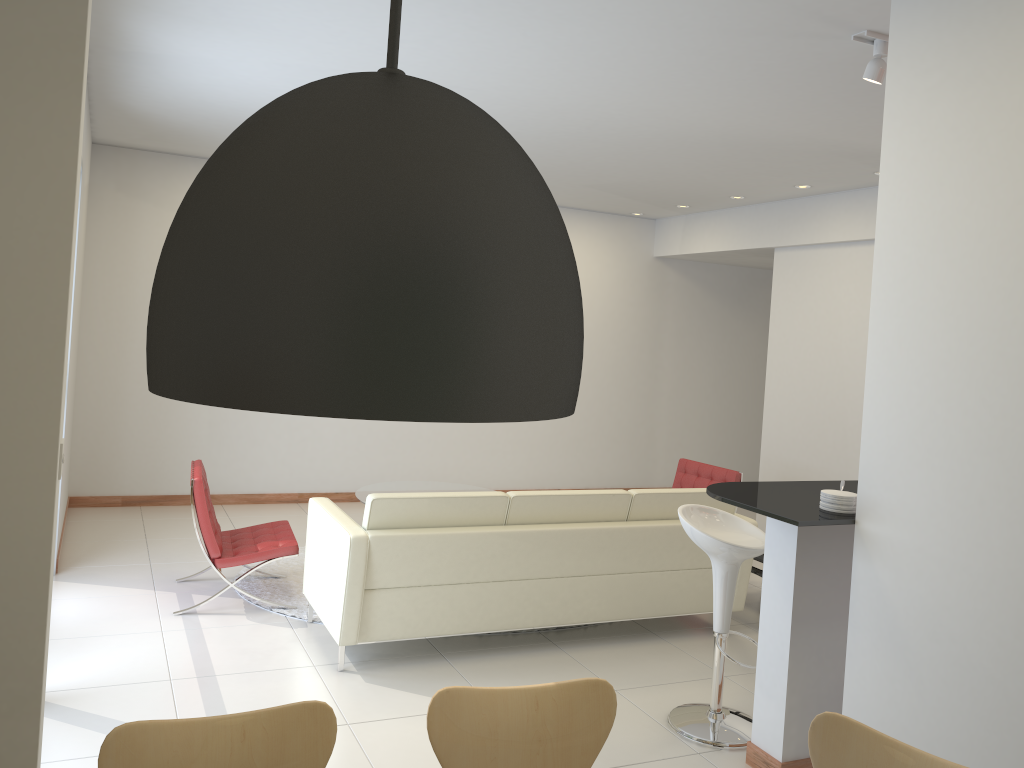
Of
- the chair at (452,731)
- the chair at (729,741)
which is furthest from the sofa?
the chair at (452,731)

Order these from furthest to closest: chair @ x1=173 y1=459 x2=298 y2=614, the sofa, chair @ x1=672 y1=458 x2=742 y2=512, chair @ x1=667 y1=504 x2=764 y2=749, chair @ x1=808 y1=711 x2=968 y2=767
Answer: chair @ x1=672 y1=458 x2=742 y2=512 → chair @ x1=173 y1=459 x2=298 y2=614 → the sofa → chair @ x1=667 y1=504 x2=764 y2=749 → chair @ x1=808 y1=711 x2=968 y2=767

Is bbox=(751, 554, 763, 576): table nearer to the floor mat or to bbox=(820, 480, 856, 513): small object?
bbox=(820, 480, 856, 513): small object

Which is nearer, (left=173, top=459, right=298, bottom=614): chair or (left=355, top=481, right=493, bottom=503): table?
(left=173, top=459, right=298, bottom=614): chair

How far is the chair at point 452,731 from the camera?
2.27m

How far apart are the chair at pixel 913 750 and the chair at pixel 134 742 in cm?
122

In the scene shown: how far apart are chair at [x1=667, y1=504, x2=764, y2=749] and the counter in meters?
0.3

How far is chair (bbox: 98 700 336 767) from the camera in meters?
2.0

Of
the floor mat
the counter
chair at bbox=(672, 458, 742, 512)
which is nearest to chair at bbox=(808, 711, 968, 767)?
the counter

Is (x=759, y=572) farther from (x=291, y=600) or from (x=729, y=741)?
(x=291, y=600)
